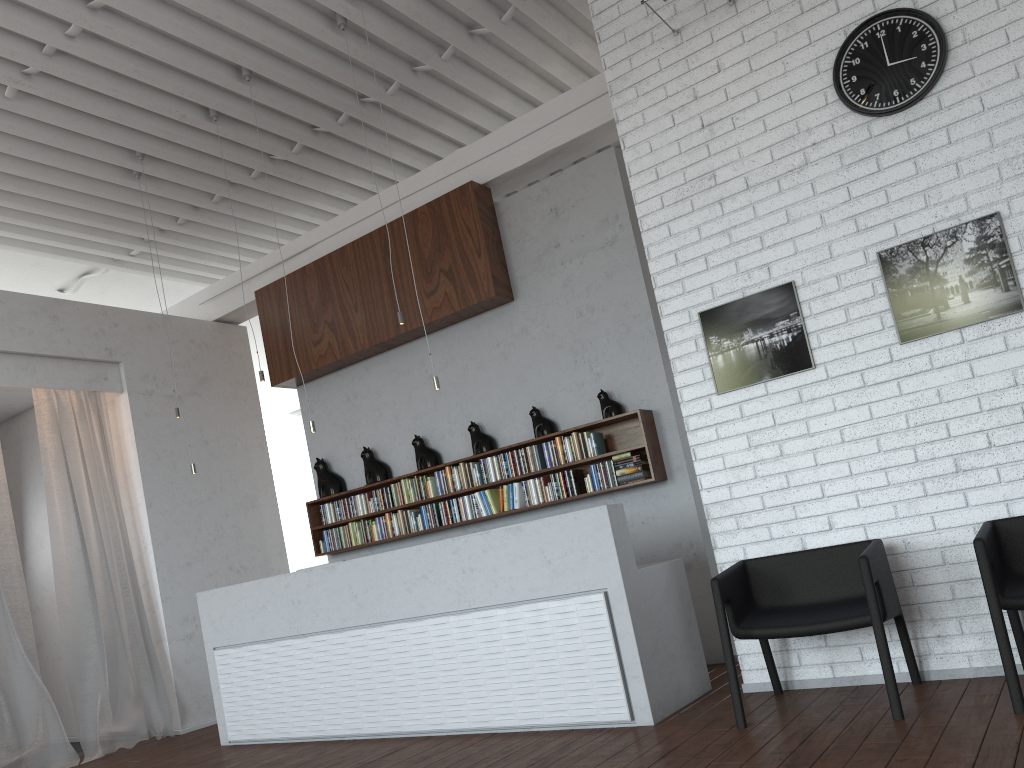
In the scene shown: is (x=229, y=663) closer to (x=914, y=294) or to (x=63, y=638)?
(x=63, y=638)
